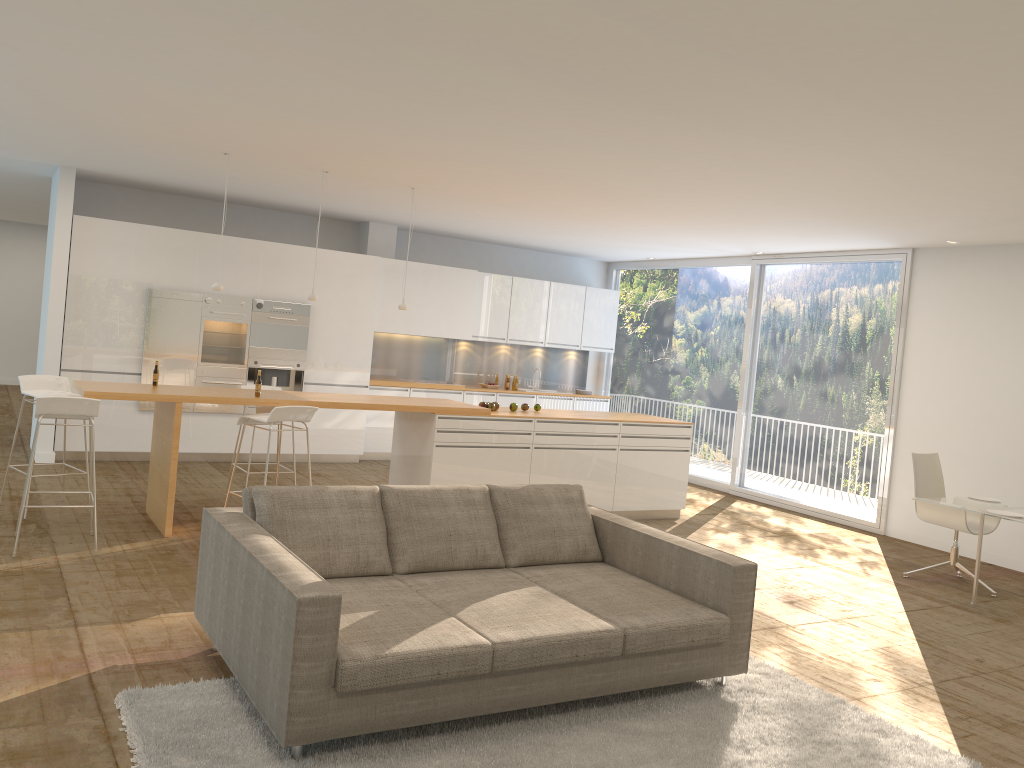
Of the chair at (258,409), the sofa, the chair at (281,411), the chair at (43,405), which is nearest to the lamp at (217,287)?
the chair at (258,409)

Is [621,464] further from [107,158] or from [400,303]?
[107,158]

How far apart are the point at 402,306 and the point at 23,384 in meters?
3.2 m

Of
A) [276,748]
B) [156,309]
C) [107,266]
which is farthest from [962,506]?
[107,266]

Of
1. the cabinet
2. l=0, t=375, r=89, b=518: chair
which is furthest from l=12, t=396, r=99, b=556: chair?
the cabinet

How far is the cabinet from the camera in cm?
924

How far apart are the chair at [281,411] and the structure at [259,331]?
3.3 meters

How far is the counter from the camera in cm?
674

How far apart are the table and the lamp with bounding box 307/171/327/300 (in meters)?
5.38

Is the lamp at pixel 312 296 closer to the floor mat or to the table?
the floor mat
